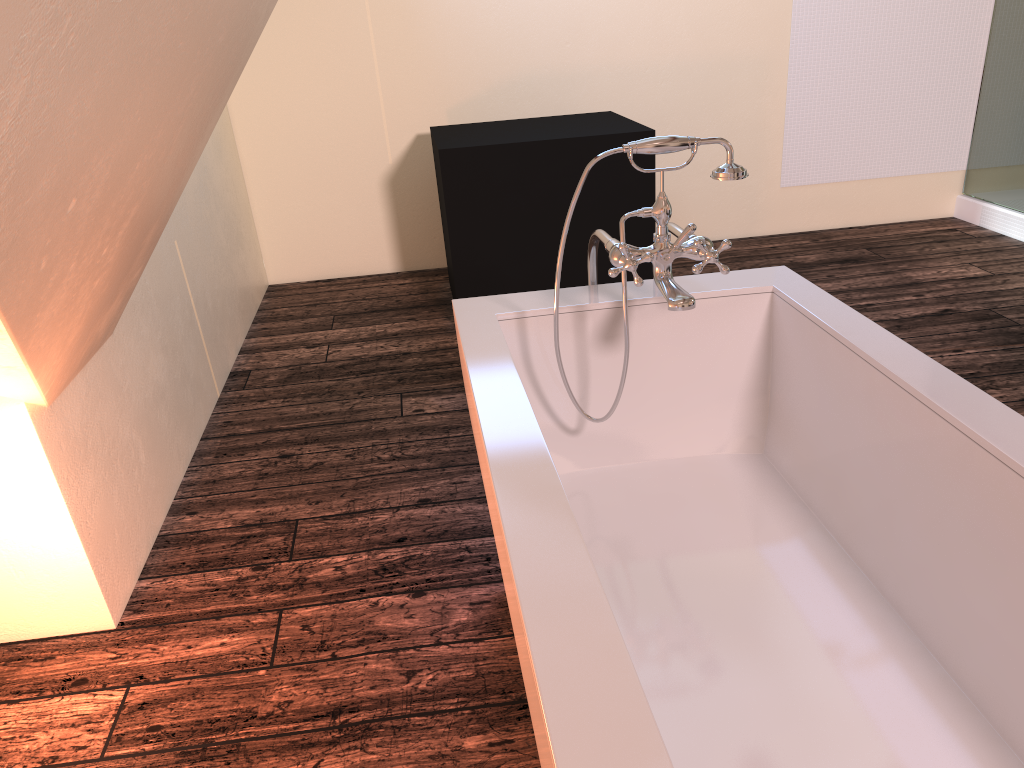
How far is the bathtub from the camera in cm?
109

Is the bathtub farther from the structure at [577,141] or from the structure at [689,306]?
the structure at [577,141]

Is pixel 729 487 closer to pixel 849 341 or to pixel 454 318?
pixel 849 341

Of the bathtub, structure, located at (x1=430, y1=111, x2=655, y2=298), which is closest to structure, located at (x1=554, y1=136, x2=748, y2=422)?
the bathtub

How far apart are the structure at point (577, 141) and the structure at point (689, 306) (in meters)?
1.63

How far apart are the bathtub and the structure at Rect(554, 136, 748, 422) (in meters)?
0.05

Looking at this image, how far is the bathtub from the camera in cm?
109

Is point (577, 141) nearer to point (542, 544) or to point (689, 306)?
point (689, 306)

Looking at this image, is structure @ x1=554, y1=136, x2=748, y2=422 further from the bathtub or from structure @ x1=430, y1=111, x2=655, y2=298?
structure @ x1=430, y1=111, x2=655, y2=298

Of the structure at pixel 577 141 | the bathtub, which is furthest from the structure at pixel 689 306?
the structure at pixel 577 141
